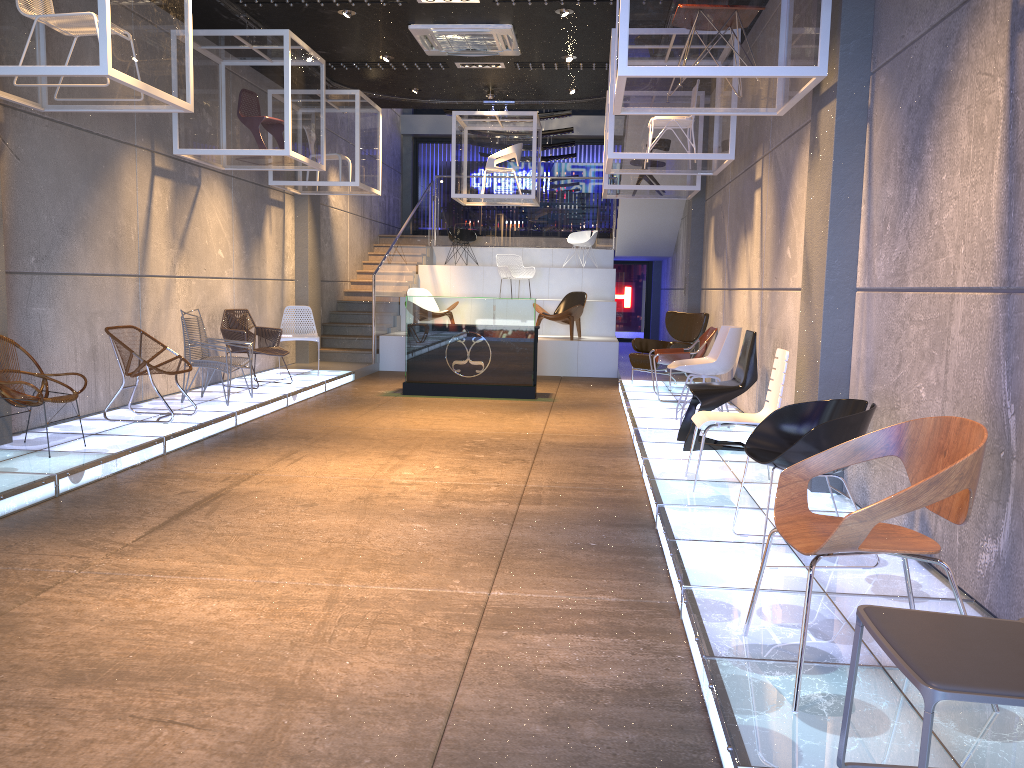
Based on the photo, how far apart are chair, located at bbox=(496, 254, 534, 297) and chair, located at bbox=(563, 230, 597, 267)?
2.2 meters

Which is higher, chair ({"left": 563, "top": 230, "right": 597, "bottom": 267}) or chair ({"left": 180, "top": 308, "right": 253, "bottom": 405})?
chair ({"left": 563, "top": 230, "right": 597, "bottom": 267})

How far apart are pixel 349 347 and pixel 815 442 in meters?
11.1

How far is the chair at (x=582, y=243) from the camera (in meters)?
17.11

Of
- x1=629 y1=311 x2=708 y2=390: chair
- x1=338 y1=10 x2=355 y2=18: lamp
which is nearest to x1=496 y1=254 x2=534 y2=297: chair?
x1=629 y1=311 x2=708 y2=390: chair

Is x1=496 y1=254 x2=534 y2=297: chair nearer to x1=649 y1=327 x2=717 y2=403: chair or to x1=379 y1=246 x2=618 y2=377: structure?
x1=379 y1=246 x2=618 y2=377: structure

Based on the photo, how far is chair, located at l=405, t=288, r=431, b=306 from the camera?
14.51m

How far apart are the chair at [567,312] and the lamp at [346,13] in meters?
6.0

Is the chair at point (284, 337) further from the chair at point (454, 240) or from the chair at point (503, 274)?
the chair at point (454, 240)

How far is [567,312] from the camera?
13.73m
